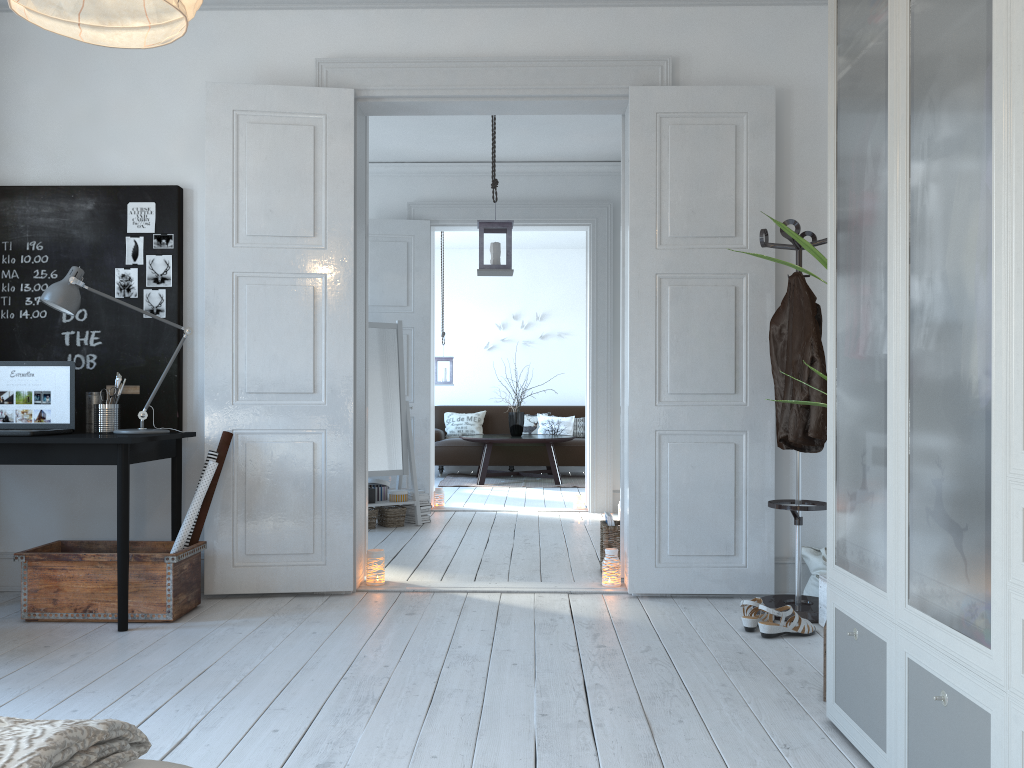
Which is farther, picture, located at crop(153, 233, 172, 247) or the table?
the table

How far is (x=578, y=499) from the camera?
7.23m

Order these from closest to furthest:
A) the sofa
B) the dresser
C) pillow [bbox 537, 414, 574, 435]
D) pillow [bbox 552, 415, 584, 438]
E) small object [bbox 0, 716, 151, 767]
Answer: small object [bbox 0, 716, 151, 767] < the dresser < the sofa < pillow [bbox 537, 414, 574, 435] < pillow [bbox 552, 415, 584, 438]

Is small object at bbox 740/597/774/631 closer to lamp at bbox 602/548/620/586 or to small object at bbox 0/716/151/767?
lamp at bbox 602/548/620/586

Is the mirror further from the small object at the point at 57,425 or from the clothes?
the clothes

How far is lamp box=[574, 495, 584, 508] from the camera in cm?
723

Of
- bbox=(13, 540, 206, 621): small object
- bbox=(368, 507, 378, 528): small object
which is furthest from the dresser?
bbox=(368, 507, 378, 528): small object

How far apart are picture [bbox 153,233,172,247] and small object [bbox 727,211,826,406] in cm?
279

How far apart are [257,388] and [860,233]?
3.2m

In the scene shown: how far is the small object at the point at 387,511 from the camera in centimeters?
626cm
